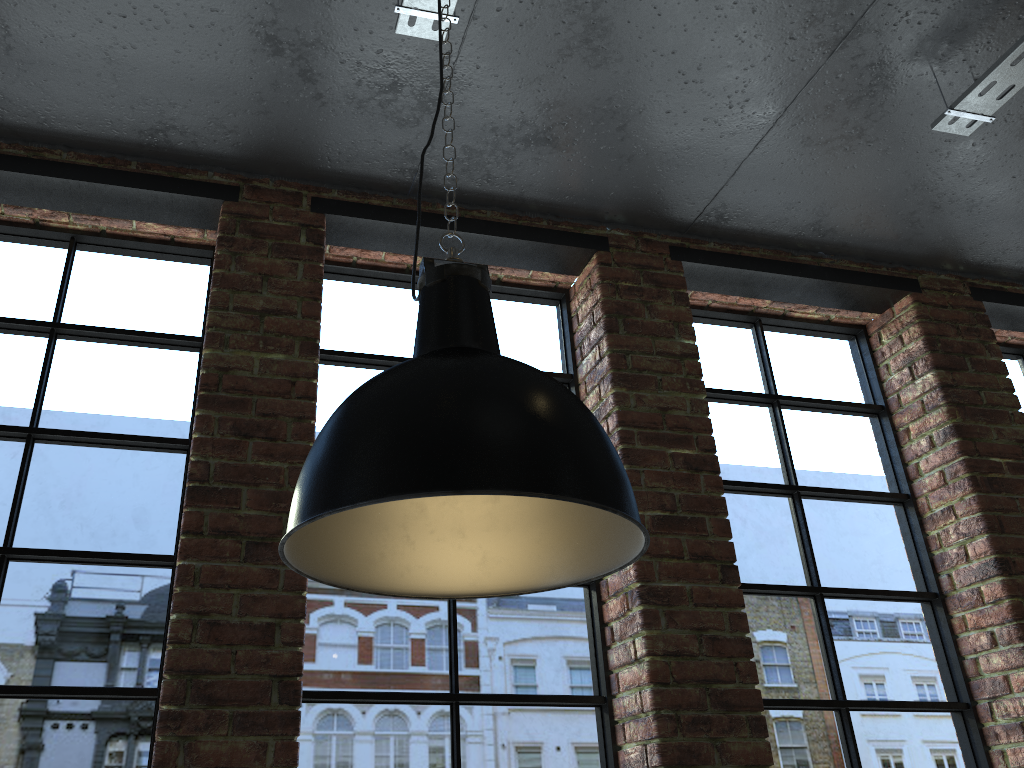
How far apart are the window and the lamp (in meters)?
0.98

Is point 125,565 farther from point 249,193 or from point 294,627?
point 249,193

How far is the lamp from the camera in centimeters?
109cm

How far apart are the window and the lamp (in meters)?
0.98

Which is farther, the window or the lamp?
the window

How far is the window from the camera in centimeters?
224cm

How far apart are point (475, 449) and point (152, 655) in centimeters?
157cm

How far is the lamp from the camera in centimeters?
109cm

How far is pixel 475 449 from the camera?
1.09m
